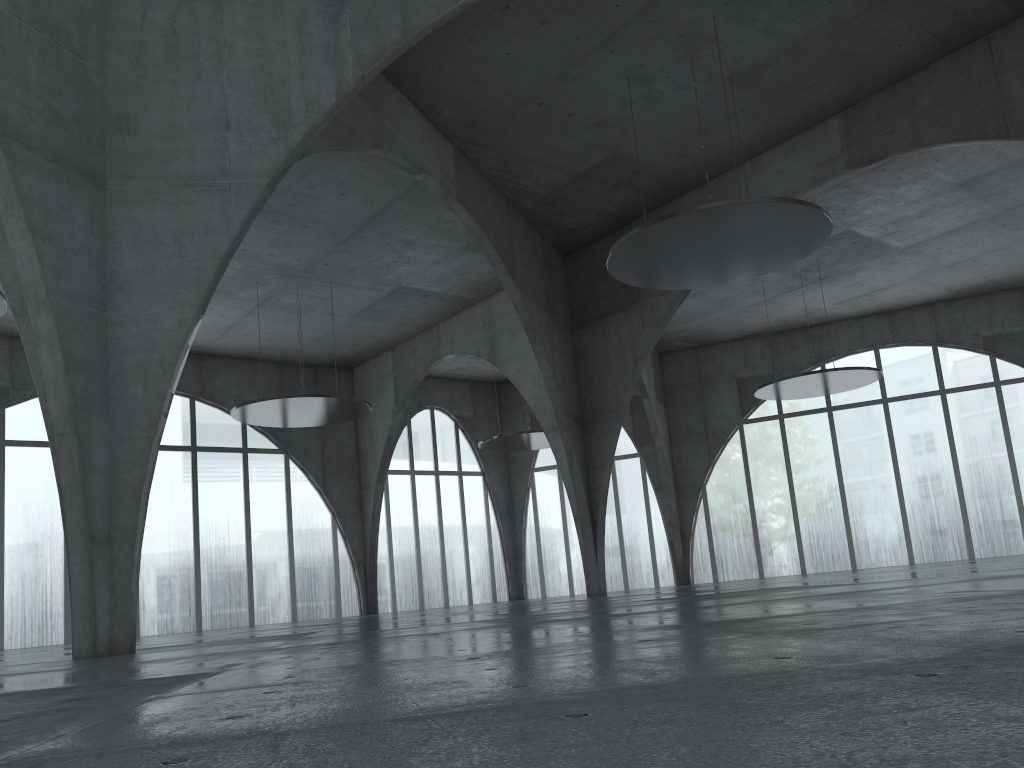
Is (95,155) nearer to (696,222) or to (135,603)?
(135,603)
